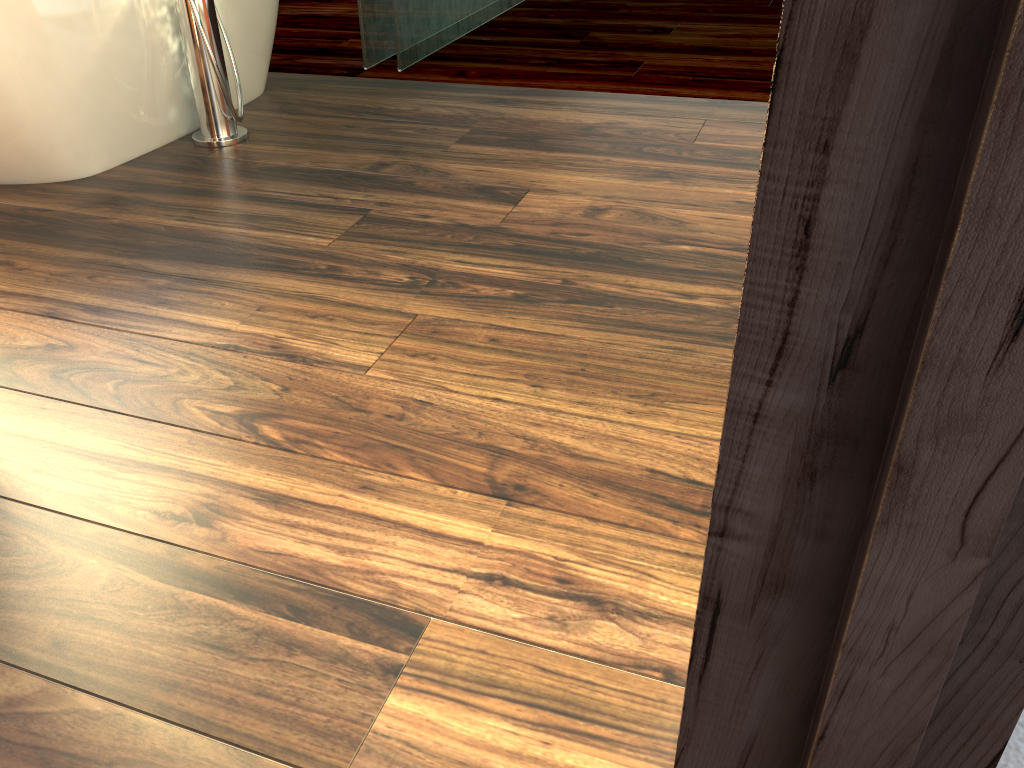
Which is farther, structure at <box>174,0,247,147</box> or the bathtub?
structure at <box>174,0,247,147</box>

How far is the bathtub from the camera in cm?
197

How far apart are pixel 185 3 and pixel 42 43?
0.4 meters

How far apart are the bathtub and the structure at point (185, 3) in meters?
0.1

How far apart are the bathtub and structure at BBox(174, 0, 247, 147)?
0.1m

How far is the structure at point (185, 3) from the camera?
2.2m

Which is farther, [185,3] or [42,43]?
[185,3]

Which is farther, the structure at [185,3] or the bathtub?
the structure at [185,3]

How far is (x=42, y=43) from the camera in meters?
2.0 m
